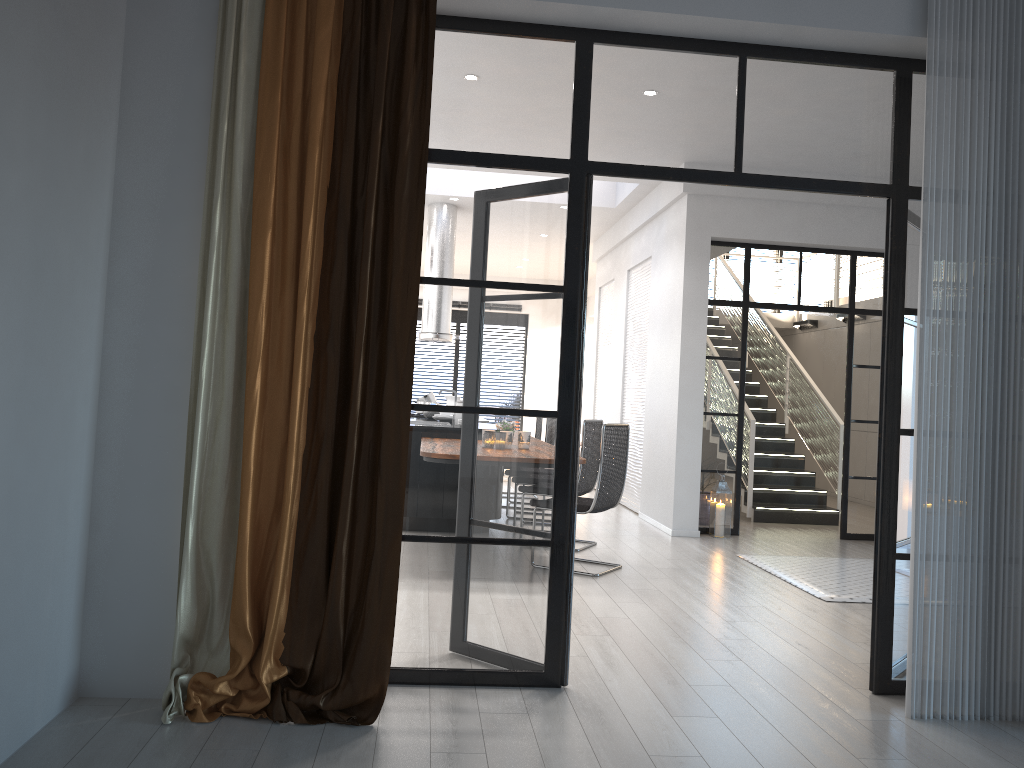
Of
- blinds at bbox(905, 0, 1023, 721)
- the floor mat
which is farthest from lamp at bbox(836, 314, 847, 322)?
blinds at bbox(905, 0, 1023, 721)

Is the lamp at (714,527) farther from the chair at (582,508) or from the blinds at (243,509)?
the blinds at (243,509)

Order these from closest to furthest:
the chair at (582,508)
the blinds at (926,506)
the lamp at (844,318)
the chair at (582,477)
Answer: the blinds at (926,506), the chair at (582,508), the chair at (582,477), the lamp at (844,318)

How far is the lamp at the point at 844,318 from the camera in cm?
1229

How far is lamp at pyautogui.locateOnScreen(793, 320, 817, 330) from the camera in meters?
13.2 m

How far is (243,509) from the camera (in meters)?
3.12

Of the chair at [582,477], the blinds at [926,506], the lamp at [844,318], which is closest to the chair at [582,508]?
the chair at [582,477]

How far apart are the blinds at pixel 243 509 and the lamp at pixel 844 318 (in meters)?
10.17

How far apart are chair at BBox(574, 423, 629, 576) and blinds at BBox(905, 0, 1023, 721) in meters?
2.6 m

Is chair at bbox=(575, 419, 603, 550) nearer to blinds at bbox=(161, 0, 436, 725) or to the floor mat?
the floor mat
